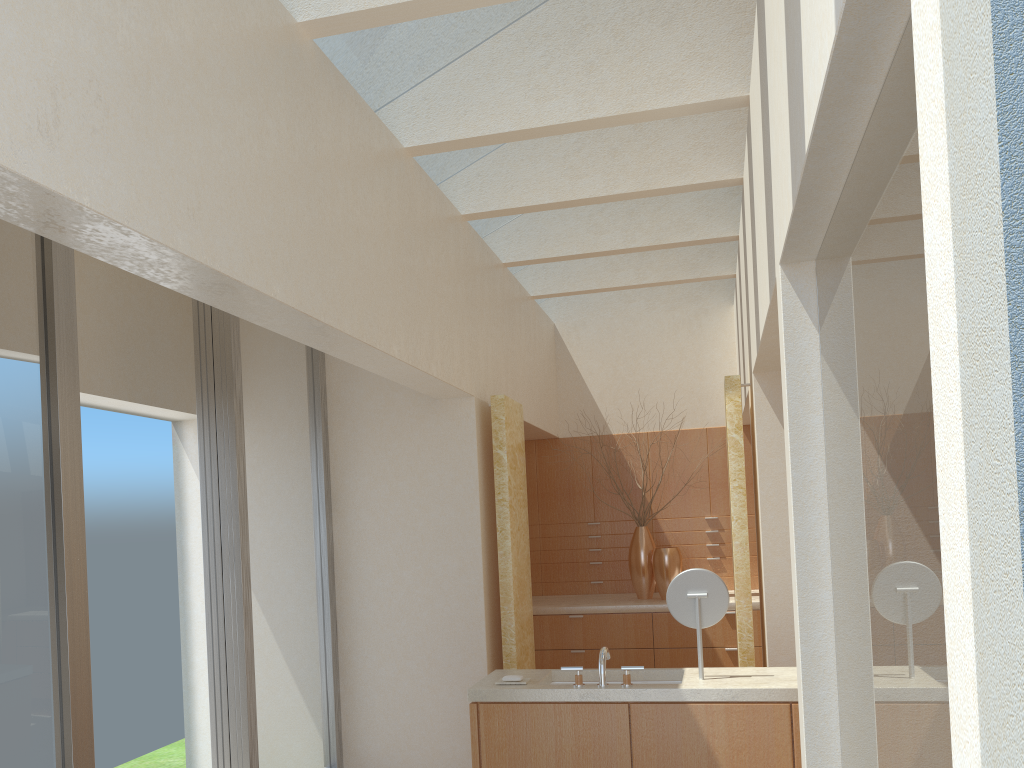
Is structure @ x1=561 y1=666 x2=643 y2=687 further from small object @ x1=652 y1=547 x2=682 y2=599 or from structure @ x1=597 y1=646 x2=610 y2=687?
small object @ x1=652 y1=547 x2=682 y2=599

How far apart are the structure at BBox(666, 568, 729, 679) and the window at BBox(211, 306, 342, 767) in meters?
4.7 m

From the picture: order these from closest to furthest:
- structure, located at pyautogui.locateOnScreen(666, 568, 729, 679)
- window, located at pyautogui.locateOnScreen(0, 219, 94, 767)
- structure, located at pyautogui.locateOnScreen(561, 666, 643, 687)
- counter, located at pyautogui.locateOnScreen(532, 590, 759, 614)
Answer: window, located at pyautogui.locateOnScreen(0, 219, 94, 767)
structure, located at pyautogui.locateOnScreen(561, 666, 643, 687)
structure, located at pyautogui.locateOnScreen(666, 568, 729, 679)
counter, located at pyautogui.locateOnScreen(532, 590, 759, 614)

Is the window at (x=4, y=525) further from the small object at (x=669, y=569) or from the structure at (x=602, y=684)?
the small object at (x=669, y=569)

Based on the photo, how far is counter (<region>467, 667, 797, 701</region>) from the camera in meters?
8.2

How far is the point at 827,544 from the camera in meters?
6.2 m

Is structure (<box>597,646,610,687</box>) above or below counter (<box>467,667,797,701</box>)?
above

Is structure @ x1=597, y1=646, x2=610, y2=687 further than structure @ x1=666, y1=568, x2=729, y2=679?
No

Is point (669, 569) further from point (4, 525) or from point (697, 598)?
point (4, 525)

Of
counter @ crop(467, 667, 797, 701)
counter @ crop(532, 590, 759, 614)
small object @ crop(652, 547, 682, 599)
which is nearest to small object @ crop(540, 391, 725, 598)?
counter @ crop(532, 590, 759, 614)
